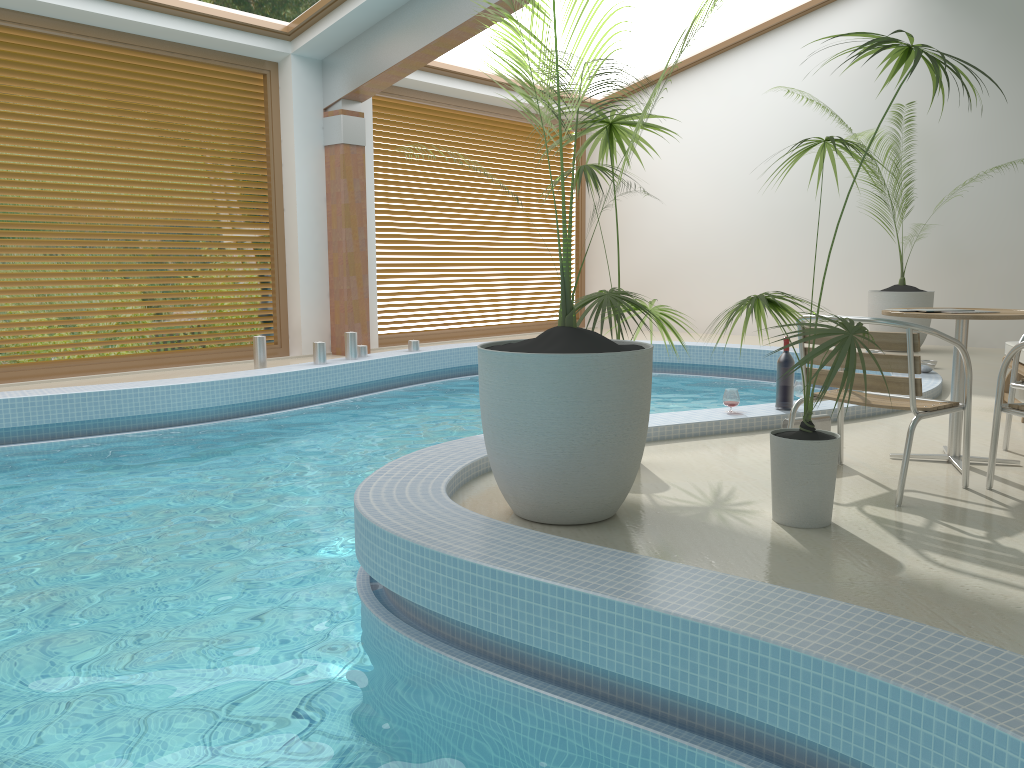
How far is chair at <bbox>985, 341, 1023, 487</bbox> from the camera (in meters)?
3.56

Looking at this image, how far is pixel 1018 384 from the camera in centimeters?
434cm

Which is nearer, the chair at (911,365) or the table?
the chair at (911,365)

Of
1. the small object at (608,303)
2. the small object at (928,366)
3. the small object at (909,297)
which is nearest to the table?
the small object at (608,303)

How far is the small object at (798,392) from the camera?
5.5m

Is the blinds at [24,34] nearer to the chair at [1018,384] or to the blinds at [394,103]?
the blinds at [394,103]

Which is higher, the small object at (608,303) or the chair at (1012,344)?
the small object at (608,303)

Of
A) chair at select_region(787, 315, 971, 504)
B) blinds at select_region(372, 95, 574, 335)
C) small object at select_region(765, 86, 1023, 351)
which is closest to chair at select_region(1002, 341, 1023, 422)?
chair at select_region(787, 315, 971, 504)

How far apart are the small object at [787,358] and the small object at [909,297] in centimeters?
477cm

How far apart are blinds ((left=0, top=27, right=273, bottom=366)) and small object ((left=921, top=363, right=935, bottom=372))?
6.7 meters
